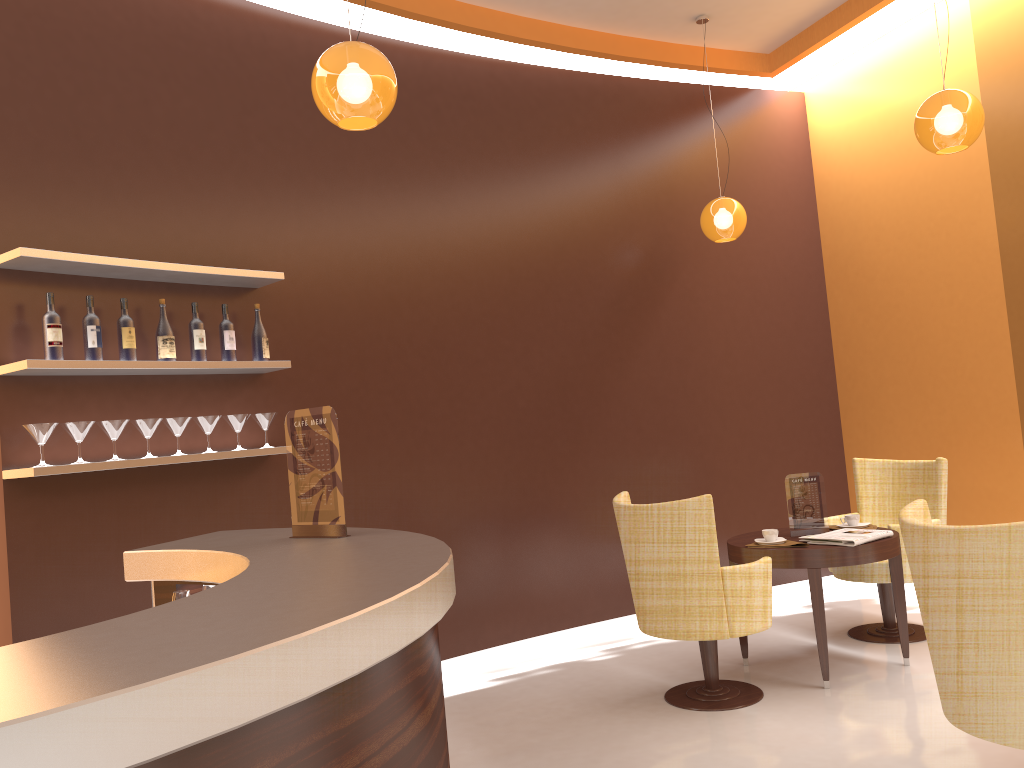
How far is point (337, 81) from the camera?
2.97m

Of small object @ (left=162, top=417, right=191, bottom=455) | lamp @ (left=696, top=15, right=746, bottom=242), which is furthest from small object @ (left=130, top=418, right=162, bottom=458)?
lamp @ (left=696, top=15, right=746, bottom=242)

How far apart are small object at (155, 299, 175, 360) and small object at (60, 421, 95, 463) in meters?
0.5

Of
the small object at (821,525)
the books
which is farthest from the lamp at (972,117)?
the books

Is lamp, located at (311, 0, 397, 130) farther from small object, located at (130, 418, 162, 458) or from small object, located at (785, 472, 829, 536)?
small object, located at (785, 472, 829, 536)

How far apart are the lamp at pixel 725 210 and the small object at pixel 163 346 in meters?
3.4 m

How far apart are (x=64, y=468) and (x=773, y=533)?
3.3 meters

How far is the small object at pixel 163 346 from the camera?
4.0 meters

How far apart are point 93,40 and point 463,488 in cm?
302

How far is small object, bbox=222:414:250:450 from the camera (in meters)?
4.27
